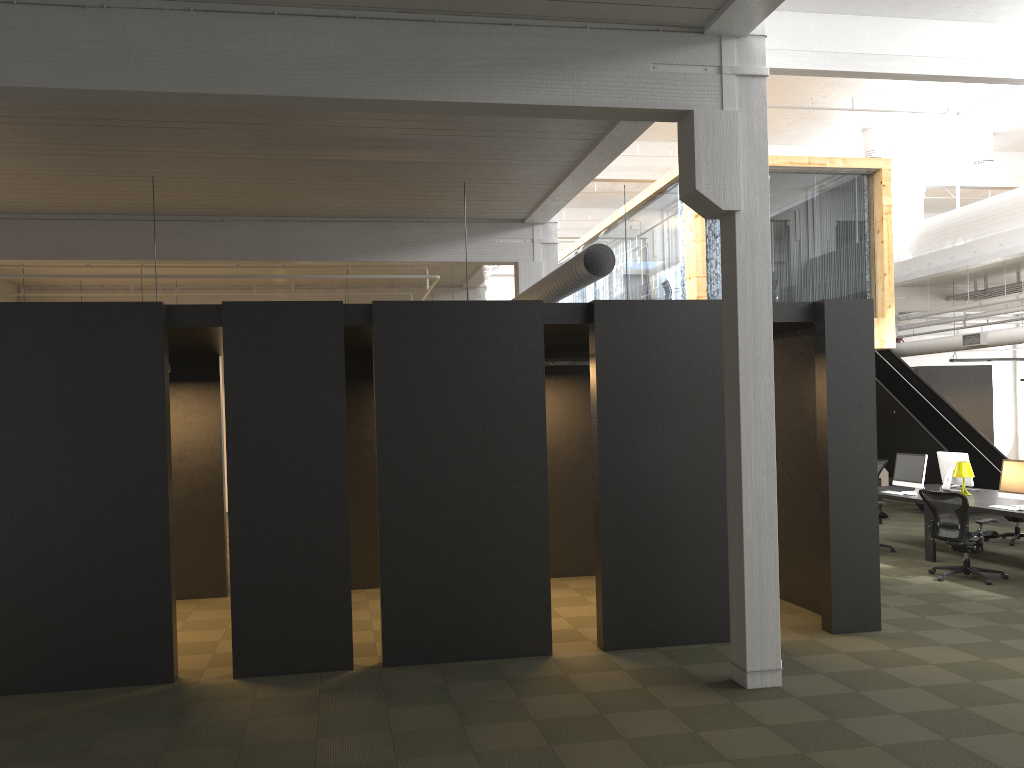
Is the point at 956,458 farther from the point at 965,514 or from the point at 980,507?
the point at 965,514

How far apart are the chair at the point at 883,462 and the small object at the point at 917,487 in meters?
3.5 m

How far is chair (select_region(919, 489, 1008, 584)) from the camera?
9.6m

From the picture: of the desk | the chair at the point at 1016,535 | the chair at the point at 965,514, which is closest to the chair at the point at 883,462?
the desk

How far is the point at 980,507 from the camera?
10.12m

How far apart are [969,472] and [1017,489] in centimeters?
132cm

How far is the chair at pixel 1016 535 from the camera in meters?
12.2 m

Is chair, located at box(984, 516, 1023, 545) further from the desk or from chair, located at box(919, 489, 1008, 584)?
chair, located at box(919, 489, 1008, 584)

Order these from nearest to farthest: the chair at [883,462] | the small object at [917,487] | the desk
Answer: the desk, the small object at [917,487], the chair at [883,462]

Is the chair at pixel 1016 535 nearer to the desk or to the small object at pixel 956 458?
the desk
